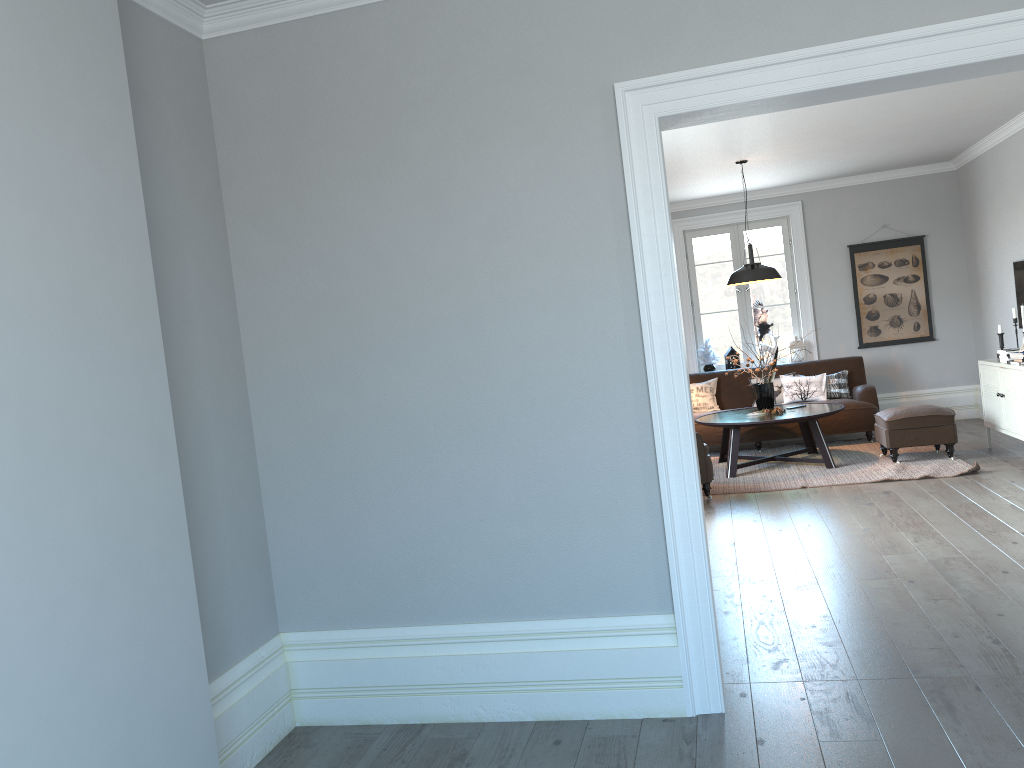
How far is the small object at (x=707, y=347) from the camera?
9.92m

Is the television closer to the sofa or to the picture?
the sofa

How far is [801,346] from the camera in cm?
968

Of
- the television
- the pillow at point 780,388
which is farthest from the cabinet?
the pillow at point 780,388

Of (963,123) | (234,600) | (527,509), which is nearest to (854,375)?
(963,123)

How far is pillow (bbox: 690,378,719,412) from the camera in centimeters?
927cm

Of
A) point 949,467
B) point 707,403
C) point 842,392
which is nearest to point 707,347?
point 707,403

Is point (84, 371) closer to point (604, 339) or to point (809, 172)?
point (604, 339)

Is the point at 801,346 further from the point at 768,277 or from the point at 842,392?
the point at 768,277

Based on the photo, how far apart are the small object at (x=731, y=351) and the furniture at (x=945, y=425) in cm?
235
